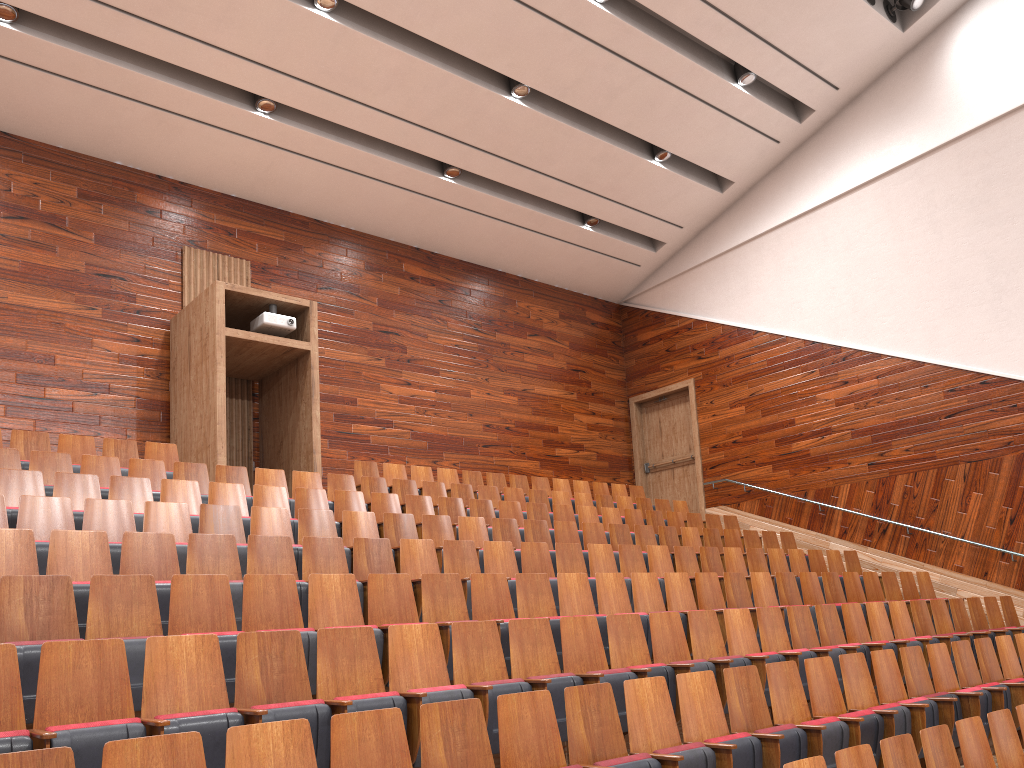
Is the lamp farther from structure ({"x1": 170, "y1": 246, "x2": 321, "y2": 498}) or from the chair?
structure ({"x1": 170, "y1": 246, "x2": 321, "y2": 498})

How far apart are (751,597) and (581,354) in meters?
0.7

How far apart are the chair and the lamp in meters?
0.7 m

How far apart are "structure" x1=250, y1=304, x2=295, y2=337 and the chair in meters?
0.2 m

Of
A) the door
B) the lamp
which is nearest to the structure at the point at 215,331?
the door

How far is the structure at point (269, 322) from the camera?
1.0m

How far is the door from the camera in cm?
143

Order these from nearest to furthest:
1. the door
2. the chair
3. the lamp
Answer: the chair → the lamp → the door

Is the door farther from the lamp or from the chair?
the lamp

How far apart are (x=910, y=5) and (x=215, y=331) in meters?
0.9
